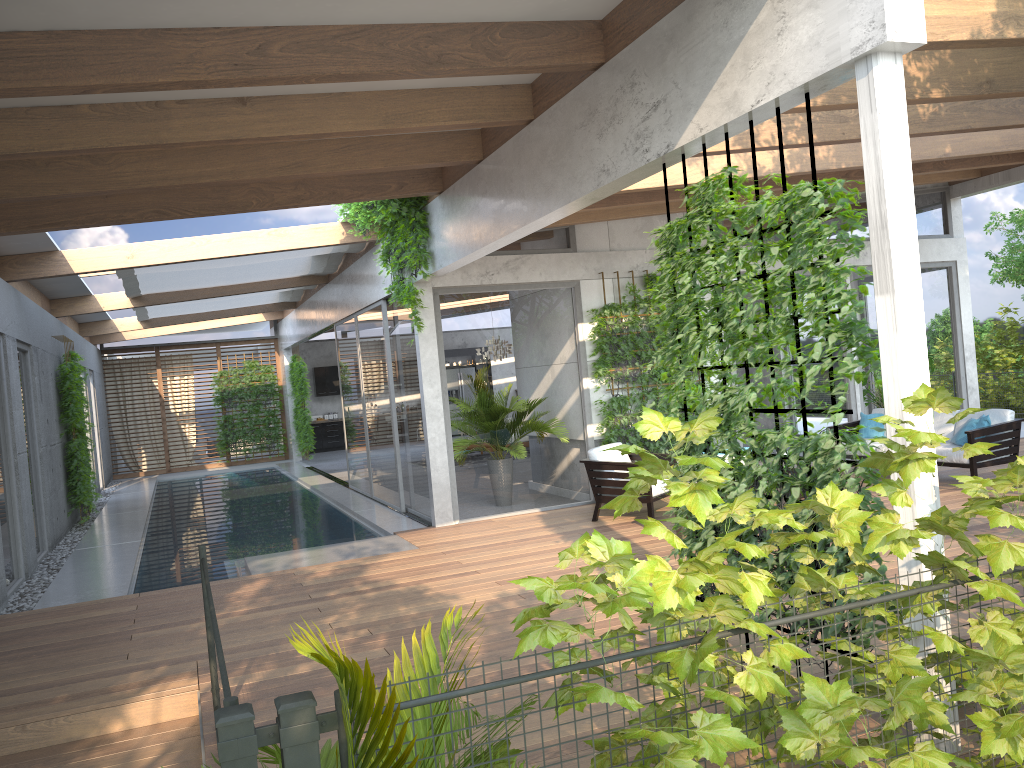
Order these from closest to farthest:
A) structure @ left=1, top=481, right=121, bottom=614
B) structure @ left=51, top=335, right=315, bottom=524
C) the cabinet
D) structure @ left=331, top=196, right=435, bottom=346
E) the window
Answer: structure @ left=1, top=481, right=121, bottom=614 → structure @ left=331, top=196, right=435, bottom=346 → the window → structure @ left=51, top=335, right=315, bottom=524 → the cabinet

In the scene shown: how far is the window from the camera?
10.0m

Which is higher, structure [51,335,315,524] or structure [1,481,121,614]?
structure [51,335,315,524]

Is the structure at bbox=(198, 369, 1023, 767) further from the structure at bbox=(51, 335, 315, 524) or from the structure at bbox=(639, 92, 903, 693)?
the structure at bbox=(51, 335, 315, 524)

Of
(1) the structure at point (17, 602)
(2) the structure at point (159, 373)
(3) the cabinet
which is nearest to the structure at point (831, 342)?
(1) the structure at point (17, 602)

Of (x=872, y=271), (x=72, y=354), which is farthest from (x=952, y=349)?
(x=72, y=354)

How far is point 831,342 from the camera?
3.7m

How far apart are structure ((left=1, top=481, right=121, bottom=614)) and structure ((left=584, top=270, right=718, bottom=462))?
6.01m

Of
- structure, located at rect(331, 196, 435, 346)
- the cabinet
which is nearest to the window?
structure, located at rect(331, 196, 435, 346)

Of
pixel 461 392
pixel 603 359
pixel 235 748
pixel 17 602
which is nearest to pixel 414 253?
pixel 461 392
